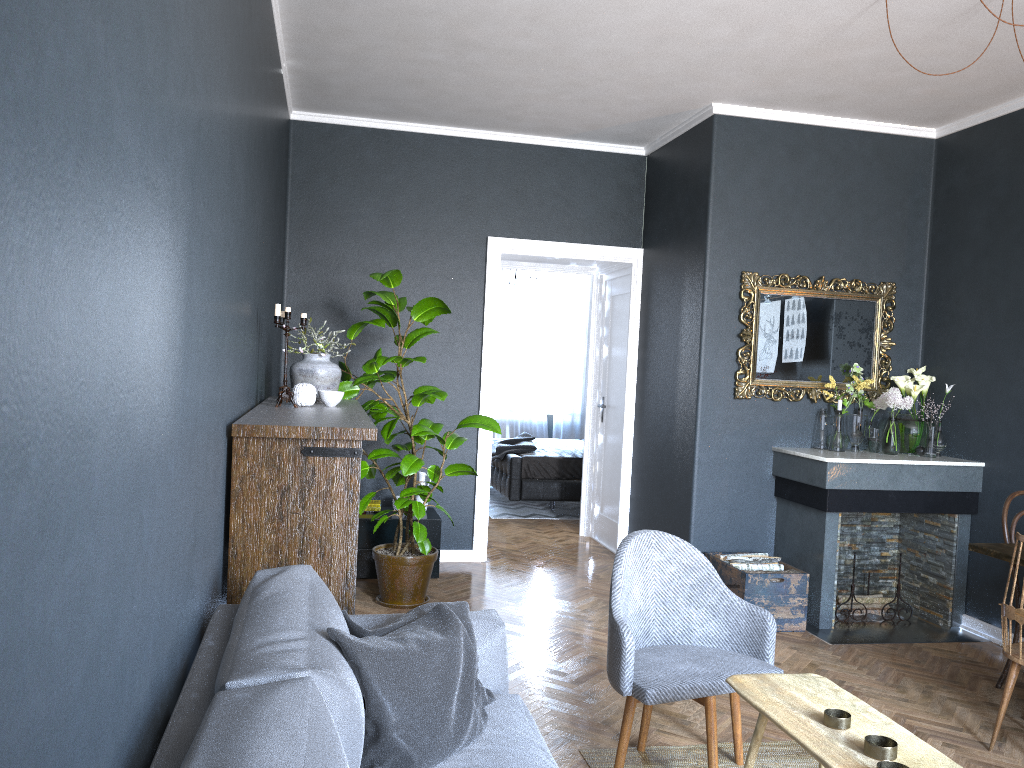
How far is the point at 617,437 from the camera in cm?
686

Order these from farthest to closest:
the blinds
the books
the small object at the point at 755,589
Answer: the blinds, the books, the small object at the point at 755,589

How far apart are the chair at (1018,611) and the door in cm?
349

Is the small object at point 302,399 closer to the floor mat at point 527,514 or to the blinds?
the floor mat at point 527,514

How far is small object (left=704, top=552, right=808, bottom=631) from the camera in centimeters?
482cm

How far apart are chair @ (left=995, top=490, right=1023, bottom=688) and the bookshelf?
3.0m

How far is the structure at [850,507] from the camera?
4.92m

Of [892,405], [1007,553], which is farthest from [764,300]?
[1007,553]

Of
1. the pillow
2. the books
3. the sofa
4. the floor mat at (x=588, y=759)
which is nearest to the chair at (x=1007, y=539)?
the floor mat at (x=588, y=759)

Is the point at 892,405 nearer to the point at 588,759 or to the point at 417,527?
the point at 417,527
